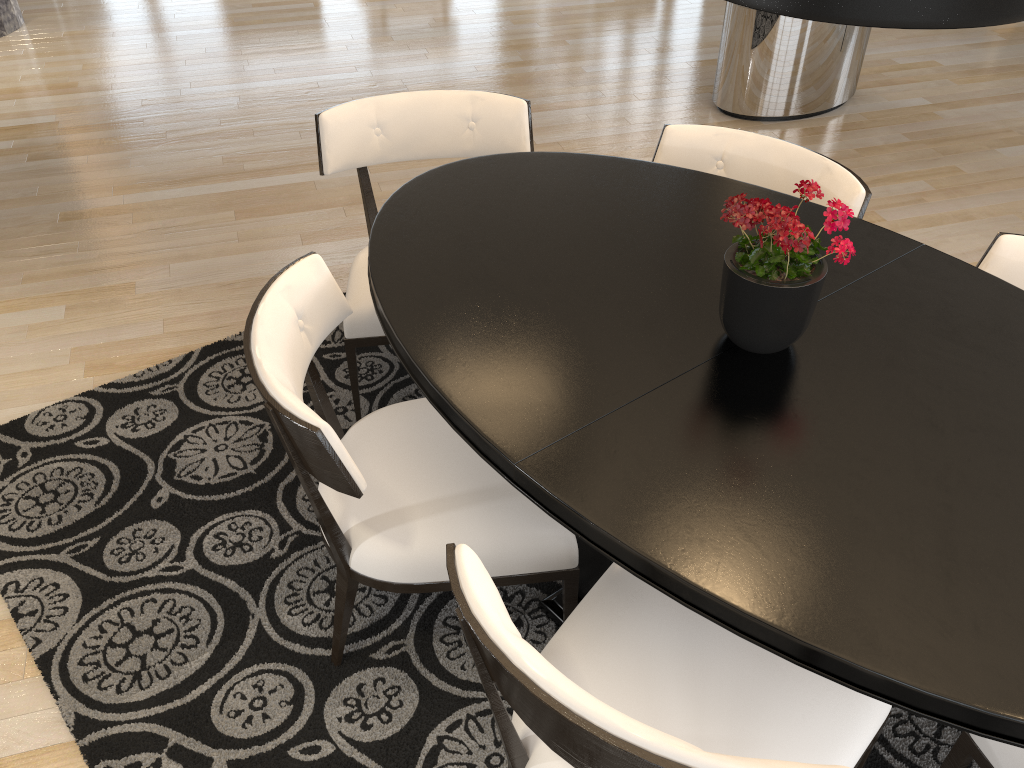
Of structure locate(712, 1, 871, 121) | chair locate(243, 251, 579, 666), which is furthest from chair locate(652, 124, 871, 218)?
structure locate(712, 1, 871, 121)

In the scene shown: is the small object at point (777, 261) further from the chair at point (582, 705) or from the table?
the chair at point (582, 705)

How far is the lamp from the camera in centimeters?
109cm

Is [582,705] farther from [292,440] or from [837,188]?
[837,188]

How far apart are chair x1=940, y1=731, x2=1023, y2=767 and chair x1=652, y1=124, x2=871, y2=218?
1.2m

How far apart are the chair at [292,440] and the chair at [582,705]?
0.1m

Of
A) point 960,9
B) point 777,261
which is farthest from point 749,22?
point 960,9

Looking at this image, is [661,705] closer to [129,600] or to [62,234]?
[129,600]

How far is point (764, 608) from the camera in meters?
1.2

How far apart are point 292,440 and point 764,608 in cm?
85
